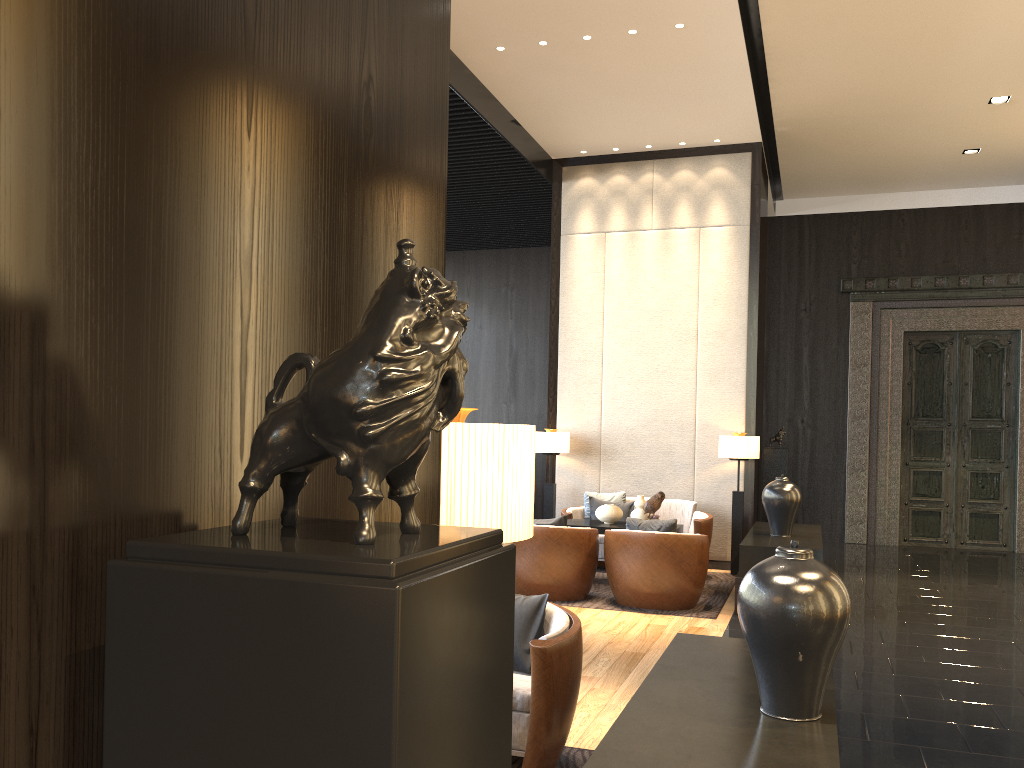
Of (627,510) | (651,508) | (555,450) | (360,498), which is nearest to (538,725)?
(360,498)

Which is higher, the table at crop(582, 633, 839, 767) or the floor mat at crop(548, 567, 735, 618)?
the table at crop(582, 633, 839, 767)

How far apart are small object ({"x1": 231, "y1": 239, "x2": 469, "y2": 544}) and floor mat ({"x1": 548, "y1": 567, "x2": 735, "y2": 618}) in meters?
6.0 m

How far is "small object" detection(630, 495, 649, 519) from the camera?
7.6 meters

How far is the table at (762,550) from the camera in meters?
6.4

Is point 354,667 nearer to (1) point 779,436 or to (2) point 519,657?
(2) point 519,657

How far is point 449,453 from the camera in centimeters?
148cm

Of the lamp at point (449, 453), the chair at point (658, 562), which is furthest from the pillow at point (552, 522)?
the lamp at point (449, 453)

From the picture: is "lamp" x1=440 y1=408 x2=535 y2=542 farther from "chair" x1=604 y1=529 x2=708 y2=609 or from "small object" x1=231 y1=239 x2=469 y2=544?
"chair" x1=604 y1=529 x2=708 y2=609

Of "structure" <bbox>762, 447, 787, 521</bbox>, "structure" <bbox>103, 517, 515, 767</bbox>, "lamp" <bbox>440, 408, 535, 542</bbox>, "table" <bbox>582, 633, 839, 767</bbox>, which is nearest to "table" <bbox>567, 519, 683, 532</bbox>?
"structure" <bbox>762, 447, 787, 521</bbox>
